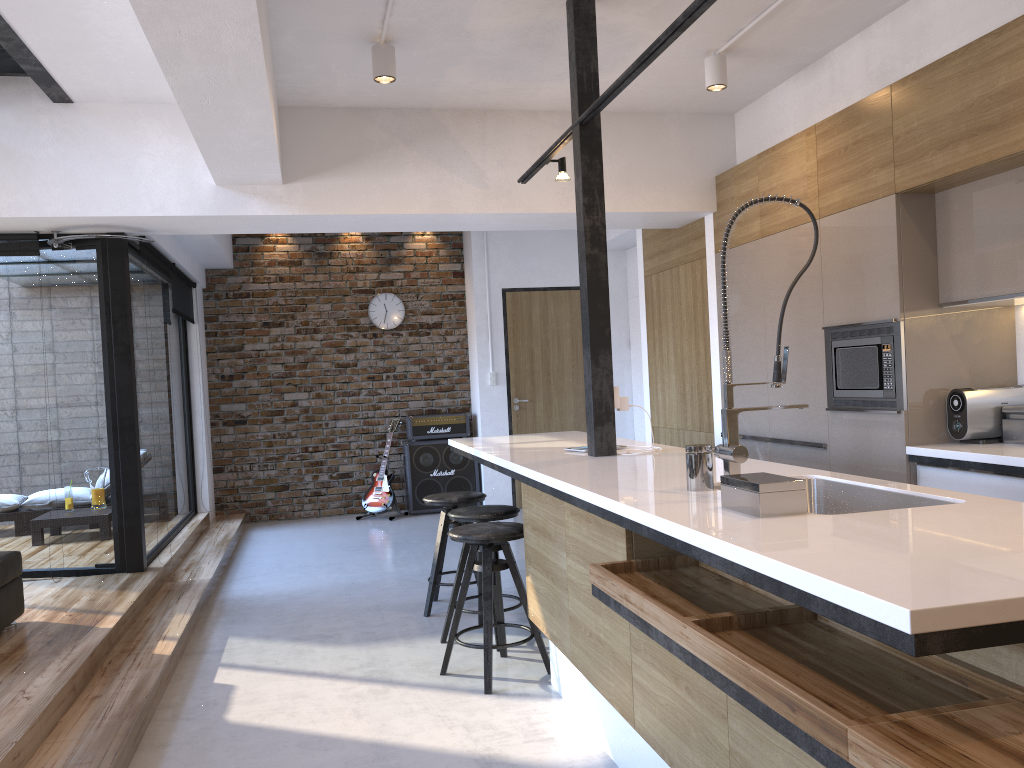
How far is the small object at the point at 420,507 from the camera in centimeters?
844cm

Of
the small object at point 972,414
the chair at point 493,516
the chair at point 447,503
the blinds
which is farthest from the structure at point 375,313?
the small object at point 972,414

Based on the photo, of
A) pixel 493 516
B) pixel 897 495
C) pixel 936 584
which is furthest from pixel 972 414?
pixel 936 584

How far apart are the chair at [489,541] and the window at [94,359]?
2.6 meters

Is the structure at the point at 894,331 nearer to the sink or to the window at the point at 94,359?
the sink

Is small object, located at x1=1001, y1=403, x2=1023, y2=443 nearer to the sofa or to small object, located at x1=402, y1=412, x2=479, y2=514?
the sofa

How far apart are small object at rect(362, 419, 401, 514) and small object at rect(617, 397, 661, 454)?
4.81m

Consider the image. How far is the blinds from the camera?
5.2m

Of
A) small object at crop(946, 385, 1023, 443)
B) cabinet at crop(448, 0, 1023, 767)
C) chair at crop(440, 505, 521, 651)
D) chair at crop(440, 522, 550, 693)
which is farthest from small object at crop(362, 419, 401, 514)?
small object at crop(946, 385, 1023, 443)

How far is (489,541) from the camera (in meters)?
3.60
